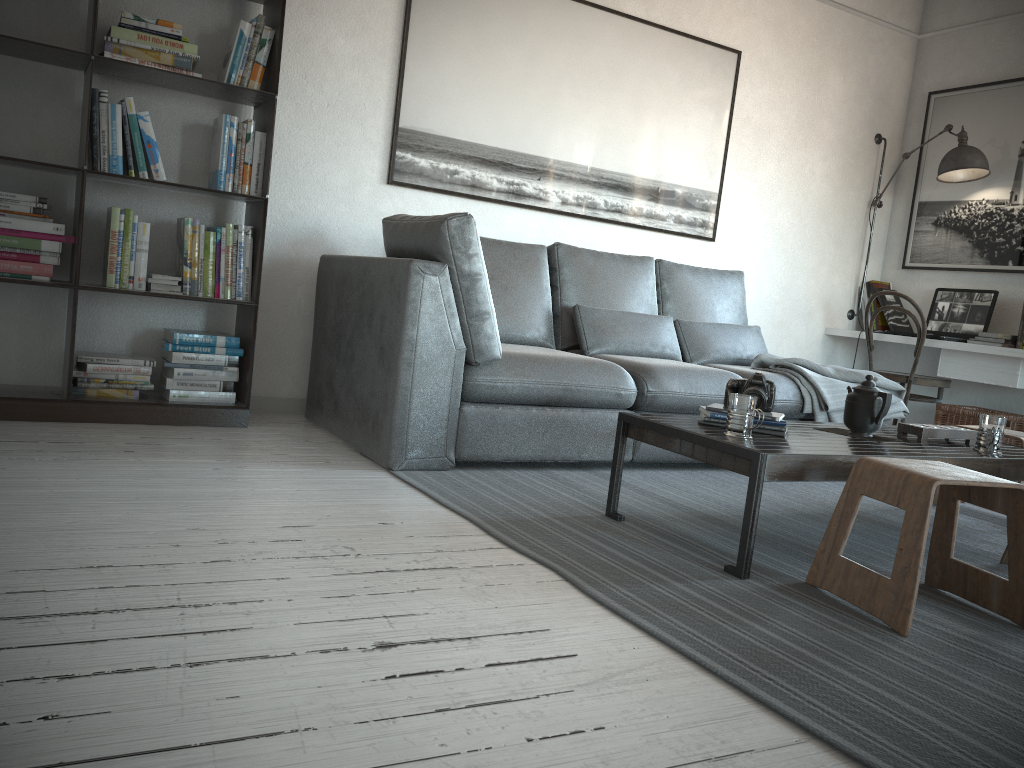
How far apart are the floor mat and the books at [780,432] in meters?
0.3 m

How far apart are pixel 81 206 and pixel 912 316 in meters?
4.1

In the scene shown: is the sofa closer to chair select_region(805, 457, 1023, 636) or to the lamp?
chair select_region(805, 457, 1023, 636)

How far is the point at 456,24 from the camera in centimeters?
404cm

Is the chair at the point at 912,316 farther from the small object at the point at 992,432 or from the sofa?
the small object at the point at 992,432

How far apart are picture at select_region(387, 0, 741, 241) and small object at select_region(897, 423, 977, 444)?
2.1 meters

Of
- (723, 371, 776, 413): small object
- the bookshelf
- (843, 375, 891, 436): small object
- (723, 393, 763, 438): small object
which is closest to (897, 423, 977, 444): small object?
(843, 375, 891, 436): small object

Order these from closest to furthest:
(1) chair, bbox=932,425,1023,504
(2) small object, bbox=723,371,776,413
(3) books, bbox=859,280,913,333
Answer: (2) small object, bbox=723,371,776,413 < (1) chair, bbox=932,425,1023,504 < (3) books, bbox=859,280,913,333

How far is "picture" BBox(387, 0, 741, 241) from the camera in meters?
4.0 m

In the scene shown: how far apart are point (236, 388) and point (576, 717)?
2.6m
